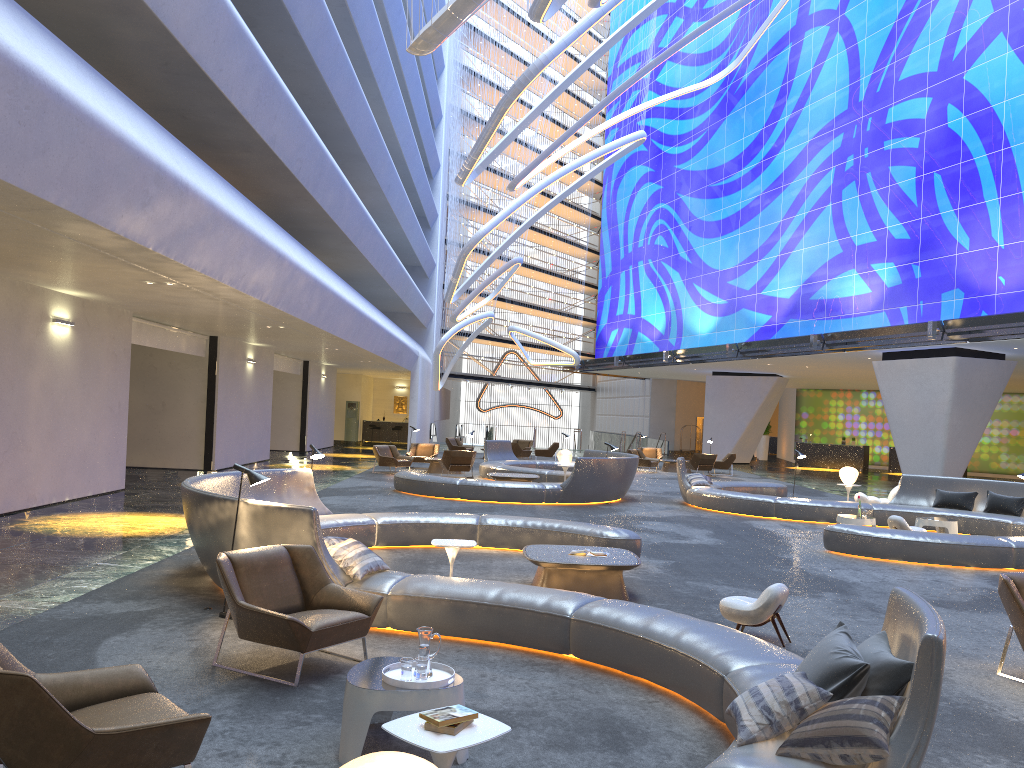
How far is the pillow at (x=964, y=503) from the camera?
16.1m

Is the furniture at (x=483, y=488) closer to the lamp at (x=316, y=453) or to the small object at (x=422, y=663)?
the lamp at (x=316, y=453)

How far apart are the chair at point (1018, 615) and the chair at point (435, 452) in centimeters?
2064cm

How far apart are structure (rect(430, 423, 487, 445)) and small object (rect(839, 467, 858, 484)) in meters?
28.9

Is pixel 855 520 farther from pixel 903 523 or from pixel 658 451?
pixel 658 451

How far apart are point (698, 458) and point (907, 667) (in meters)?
25.48

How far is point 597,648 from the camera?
6.3 meters

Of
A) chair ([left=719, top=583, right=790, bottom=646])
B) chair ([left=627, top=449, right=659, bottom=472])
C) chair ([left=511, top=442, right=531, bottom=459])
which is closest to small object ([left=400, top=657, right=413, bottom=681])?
chair ([left=719, top=583, right=790, bottom=646])

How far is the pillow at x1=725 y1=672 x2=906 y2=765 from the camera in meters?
3.6

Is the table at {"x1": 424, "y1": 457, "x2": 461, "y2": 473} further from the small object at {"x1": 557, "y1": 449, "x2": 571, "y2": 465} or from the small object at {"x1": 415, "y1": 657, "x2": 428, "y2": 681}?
the small object at {"x1": 415, "y1": 657, "x2": 428, "y2": 681}
